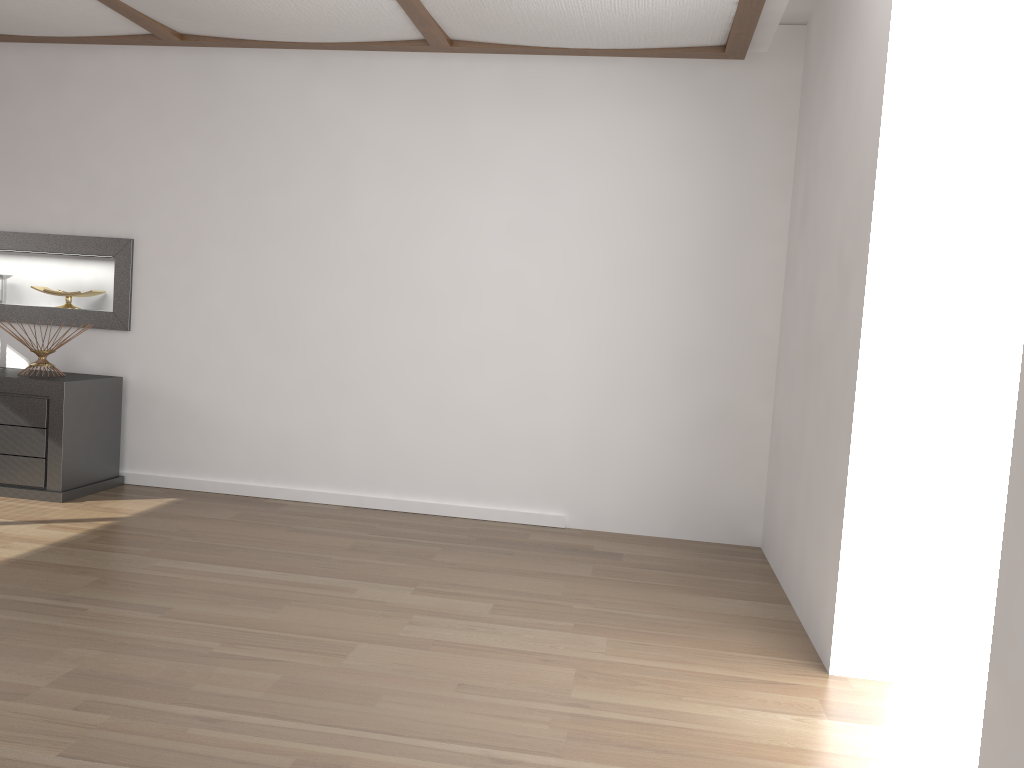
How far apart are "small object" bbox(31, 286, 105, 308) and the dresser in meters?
0.5

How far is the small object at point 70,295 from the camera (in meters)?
5.04

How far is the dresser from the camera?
4.4 meters

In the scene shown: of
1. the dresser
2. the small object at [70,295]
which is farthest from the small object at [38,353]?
the small object at [70,295]

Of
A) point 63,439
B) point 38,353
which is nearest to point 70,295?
point 38,353

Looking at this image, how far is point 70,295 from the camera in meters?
5.0

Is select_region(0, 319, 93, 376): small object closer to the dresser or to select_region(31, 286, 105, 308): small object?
the dresser

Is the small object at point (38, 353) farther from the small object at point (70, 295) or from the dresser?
the small object at point (70, 295)

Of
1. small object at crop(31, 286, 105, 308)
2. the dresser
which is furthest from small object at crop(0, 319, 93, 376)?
small object at crop(31, 286, 105, 308)

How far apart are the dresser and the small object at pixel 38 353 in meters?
0.1 m
